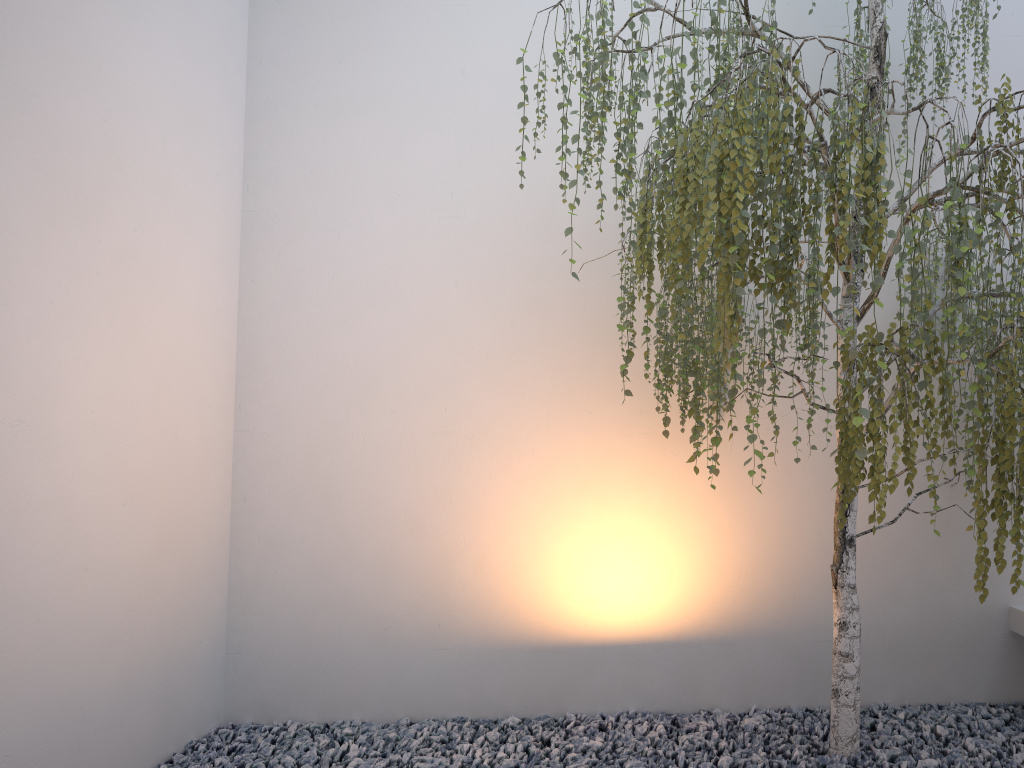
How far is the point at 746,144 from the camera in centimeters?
192cm

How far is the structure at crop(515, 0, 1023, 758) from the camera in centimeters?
192cm

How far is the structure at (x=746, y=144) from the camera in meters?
1.9
